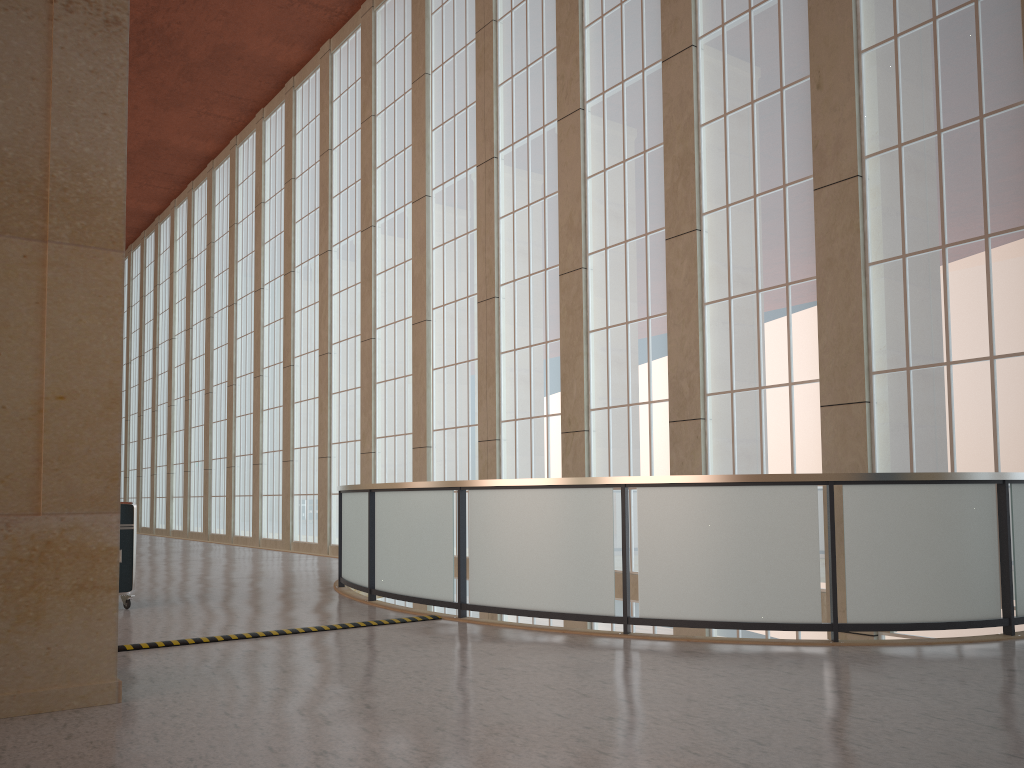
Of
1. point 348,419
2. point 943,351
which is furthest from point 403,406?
point 943,351

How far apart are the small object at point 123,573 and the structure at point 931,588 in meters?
3.2 m

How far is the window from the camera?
12.2m

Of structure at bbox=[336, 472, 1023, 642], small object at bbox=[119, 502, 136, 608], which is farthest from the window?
small object at bbox=[119, 502, 136, 608]

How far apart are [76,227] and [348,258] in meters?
22.7 m

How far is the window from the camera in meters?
12.2 m

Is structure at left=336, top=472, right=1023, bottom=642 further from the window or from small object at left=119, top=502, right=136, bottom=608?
small object at left=119, top=502, right=136, bottom=608

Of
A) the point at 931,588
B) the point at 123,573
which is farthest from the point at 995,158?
the point at 123,573

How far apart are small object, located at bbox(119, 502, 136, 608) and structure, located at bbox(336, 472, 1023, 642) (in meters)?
3.18

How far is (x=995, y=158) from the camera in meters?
12.2
